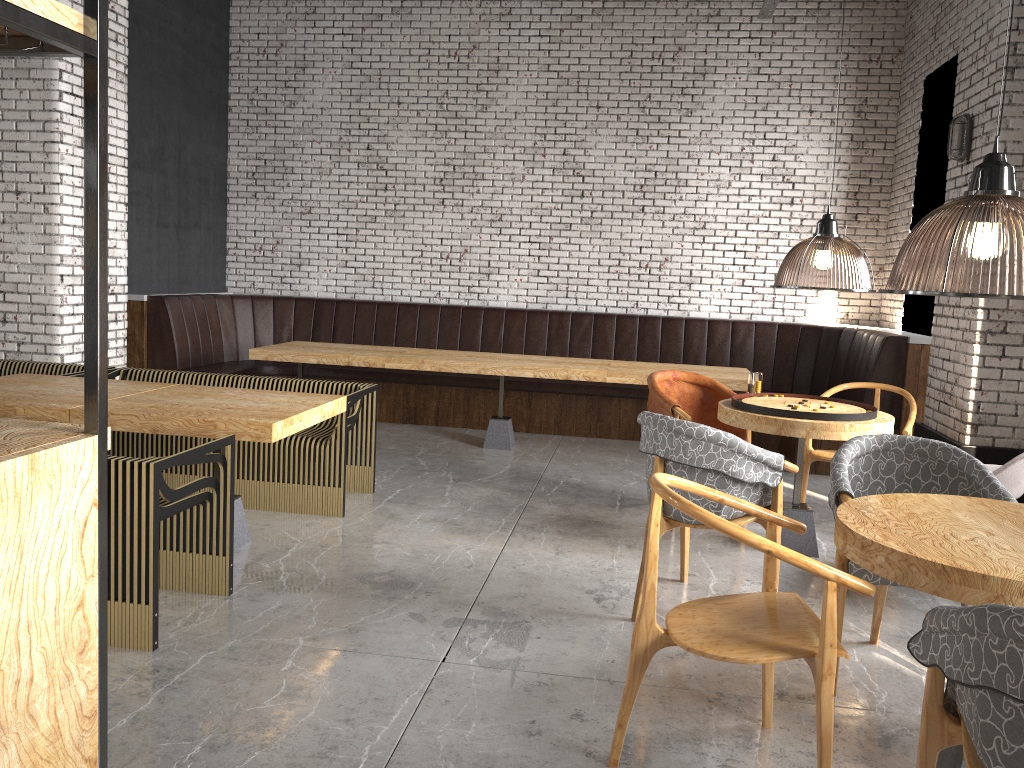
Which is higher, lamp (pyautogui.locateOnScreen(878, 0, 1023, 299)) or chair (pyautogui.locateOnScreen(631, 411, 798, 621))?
lamp (pyautogui.locateOnScreen(878, 0, 1023, 299))

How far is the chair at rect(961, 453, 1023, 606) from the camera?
3.91m

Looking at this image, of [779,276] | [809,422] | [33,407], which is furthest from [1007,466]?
[779,276]

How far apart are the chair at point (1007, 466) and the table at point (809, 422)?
0.5m

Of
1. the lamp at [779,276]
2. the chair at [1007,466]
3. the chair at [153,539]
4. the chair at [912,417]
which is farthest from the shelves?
the chair at [912,417]

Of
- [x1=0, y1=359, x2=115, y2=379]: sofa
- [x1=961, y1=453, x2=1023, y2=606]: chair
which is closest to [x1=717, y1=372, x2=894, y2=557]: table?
[x1=961, y1=453, x2=1023, y2=606]: chair

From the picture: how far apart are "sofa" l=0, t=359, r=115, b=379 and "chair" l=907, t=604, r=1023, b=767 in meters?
5.5 m

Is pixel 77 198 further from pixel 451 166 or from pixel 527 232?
pixel 527 232

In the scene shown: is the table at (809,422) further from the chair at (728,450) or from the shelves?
the shelves

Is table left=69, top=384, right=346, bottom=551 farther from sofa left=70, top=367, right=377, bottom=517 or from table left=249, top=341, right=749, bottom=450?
table left=249, top=341, right=749, bottom=450
